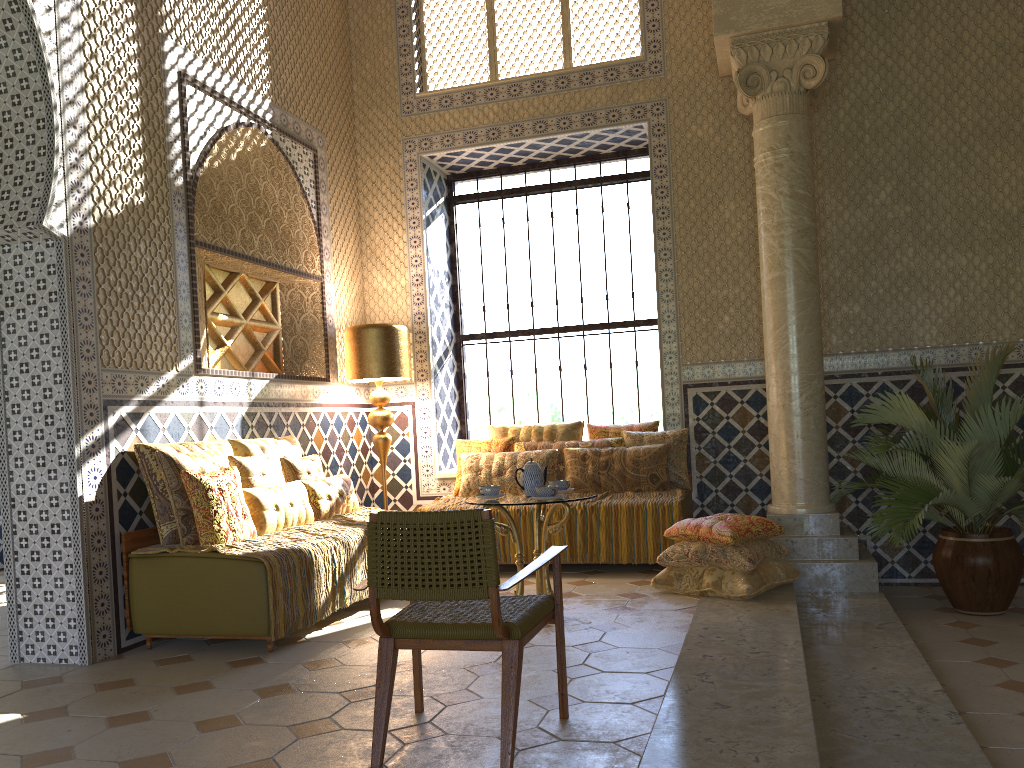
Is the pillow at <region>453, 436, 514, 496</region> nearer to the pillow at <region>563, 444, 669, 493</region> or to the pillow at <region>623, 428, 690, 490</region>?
the pillow at <region>563, 444, 669, 493</region>

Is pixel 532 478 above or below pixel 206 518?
above

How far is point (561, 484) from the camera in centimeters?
750cm

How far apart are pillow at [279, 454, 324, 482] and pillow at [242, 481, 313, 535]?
0.33m

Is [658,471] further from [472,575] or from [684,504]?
[472,575]

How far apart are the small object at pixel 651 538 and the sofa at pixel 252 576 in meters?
3.2 m

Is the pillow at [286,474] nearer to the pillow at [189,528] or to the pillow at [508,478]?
the pillow at [189,528]

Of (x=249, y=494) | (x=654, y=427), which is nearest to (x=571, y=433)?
(x=654, y=427)

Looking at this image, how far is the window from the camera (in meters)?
11.34

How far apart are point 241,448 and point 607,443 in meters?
4.0 m
